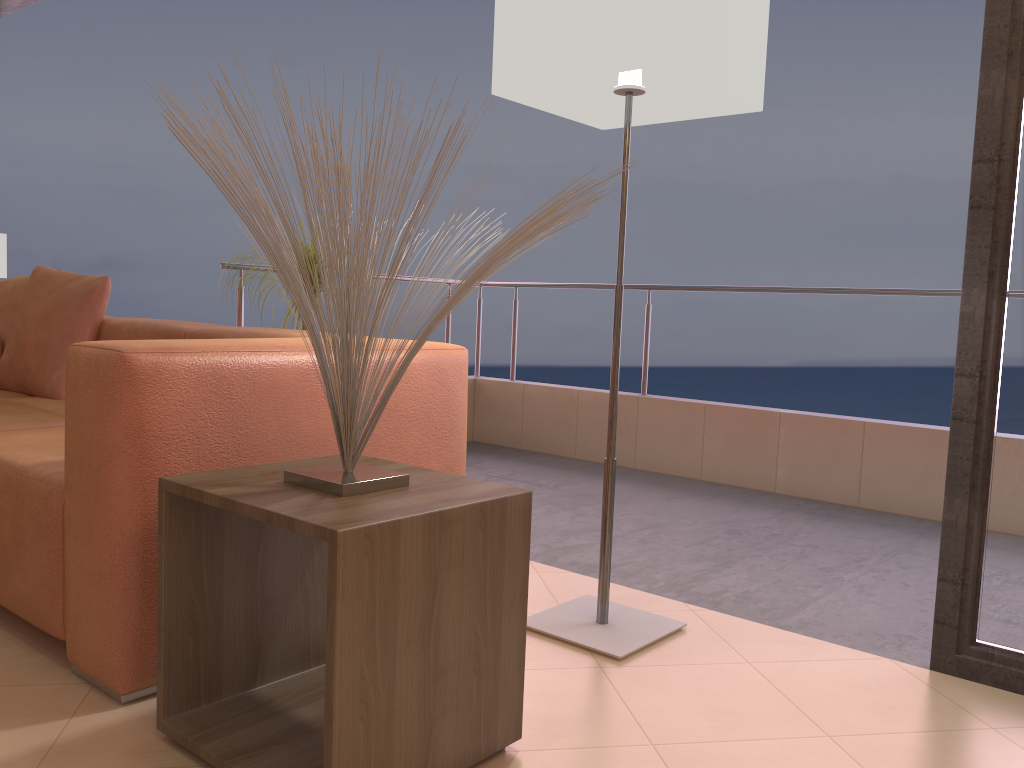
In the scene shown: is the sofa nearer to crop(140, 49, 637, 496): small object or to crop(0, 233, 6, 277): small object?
crop(140, 49, 637, 496): small object

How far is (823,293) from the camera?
3.78m

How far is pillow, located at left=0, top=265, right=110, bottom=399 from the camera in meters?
3.0 m

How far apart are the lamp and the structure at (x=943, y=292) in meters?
1.8

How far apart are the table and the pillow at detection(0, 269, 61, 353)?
2.17m

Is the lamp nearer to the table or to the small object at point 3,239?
the table

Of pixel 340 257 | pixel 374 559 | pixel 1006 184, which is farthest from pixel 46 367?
pixel 1006 184

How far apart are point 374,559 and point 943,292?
2.98m

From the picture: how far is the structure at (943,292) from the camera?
3.5m

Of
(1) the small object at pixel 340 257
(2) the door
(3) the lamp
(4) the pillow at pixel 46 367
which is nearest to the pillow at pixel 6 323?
(4) the pillow at pixel 46 367
